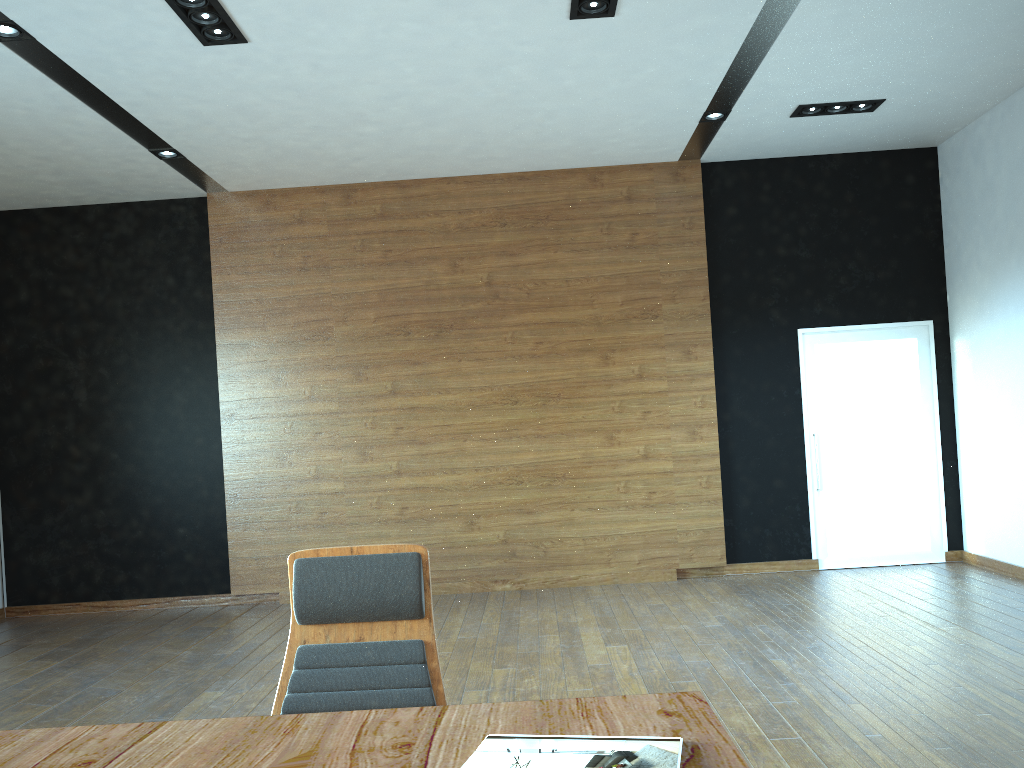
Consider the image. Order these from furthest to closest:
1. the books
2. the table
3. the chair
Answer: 1. the chair
2. the table
3. the books

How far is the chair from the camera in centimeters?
234cm

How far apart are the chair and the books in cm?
62

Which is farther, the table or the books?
the table

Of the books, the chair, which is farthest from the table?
the chair

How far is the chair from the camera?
2.34m

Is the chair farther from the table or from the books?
the books

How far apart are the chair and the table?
0.3 meters

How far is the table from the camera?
1.7m

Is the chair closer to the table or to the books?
the table
